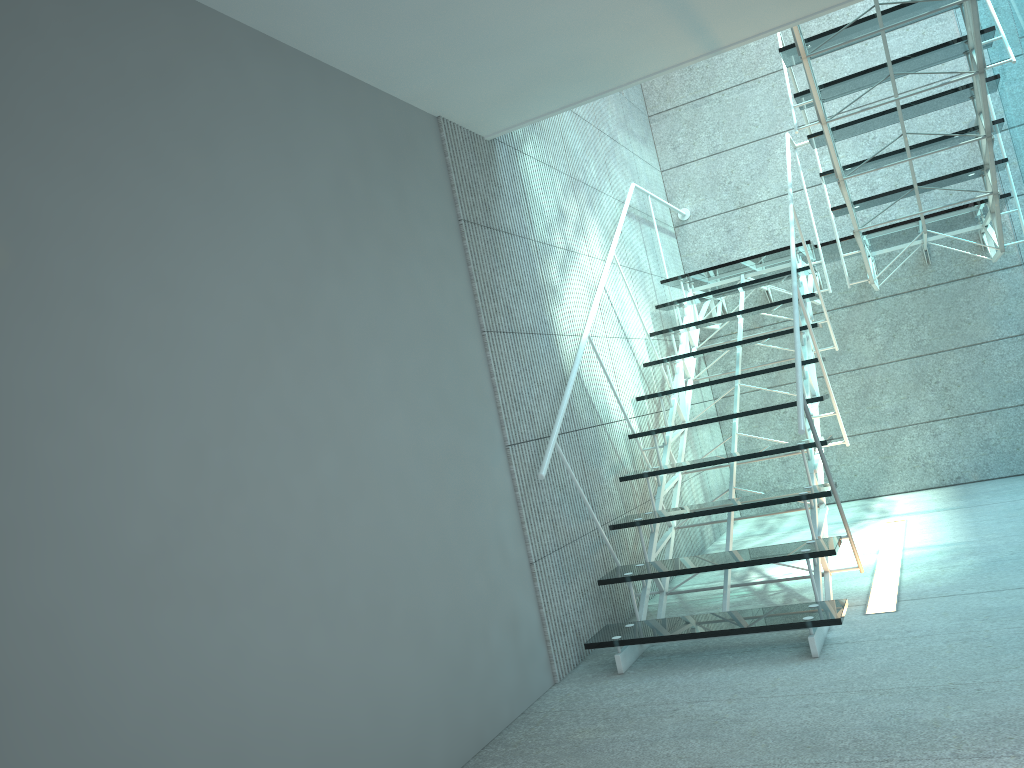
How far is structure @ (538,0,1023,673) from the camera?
2.90m

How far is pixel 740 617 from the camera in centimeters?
290cm

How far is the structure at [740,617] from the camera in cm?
290
